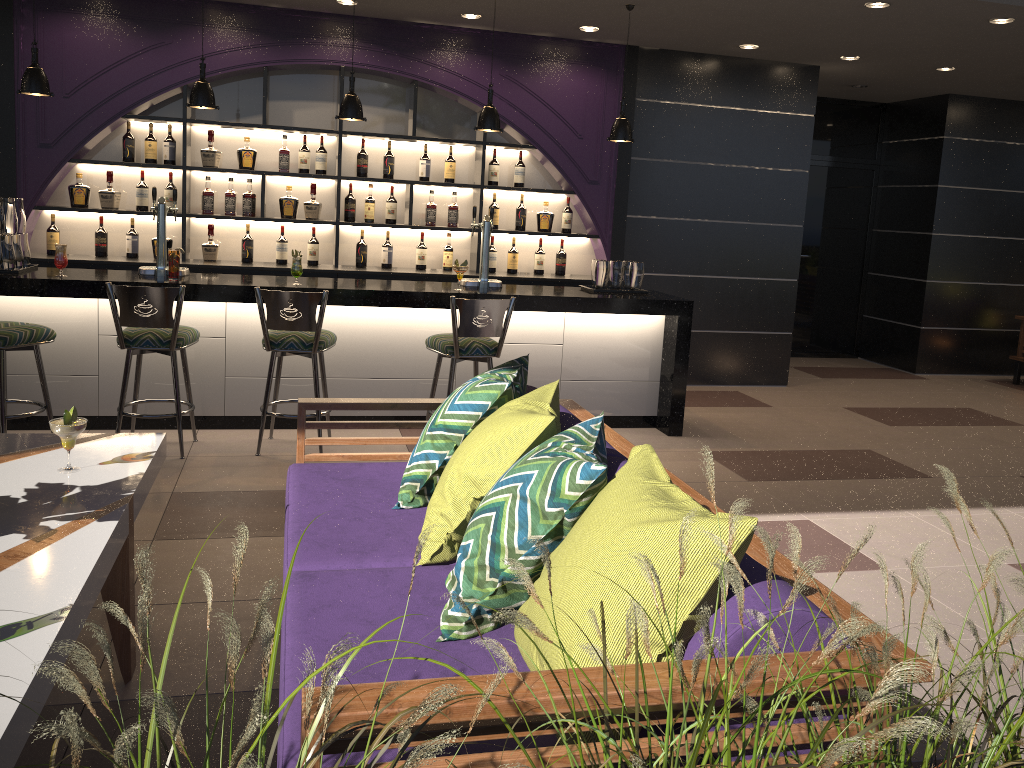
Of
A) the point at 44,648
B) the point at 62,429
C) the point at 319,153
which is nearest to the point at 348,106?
the point at 319,153

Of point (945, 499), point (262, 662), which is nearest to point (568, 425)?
point (262, 662)

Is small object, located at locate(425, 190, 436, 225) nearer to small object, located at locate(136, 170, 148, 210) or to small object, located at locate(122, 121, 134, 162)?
small object, located at locate(136, 170, 148, 210)

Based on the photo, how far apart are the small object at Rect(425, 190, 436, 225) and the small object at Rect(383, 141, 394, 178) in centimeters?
37cm

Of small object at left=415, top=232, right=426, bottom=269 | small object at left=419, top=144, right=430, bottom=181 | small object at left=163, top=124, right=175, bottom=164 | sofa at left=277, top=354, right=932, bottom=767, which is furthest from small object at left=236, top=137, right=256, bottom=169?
sofa at left=277, top=354, right=932, bottom=767

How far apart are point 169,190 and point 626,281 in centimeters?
335cm

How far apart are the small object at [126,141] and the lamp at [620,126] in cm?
343

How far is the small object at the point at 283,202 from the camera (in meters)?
6.59

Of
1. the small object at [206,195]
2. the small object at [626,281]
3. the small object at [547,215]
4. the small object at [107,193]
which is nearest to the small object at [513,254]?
the small object at [547,215]

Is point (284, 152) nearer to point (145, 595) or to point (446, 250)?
point (446, 250)
